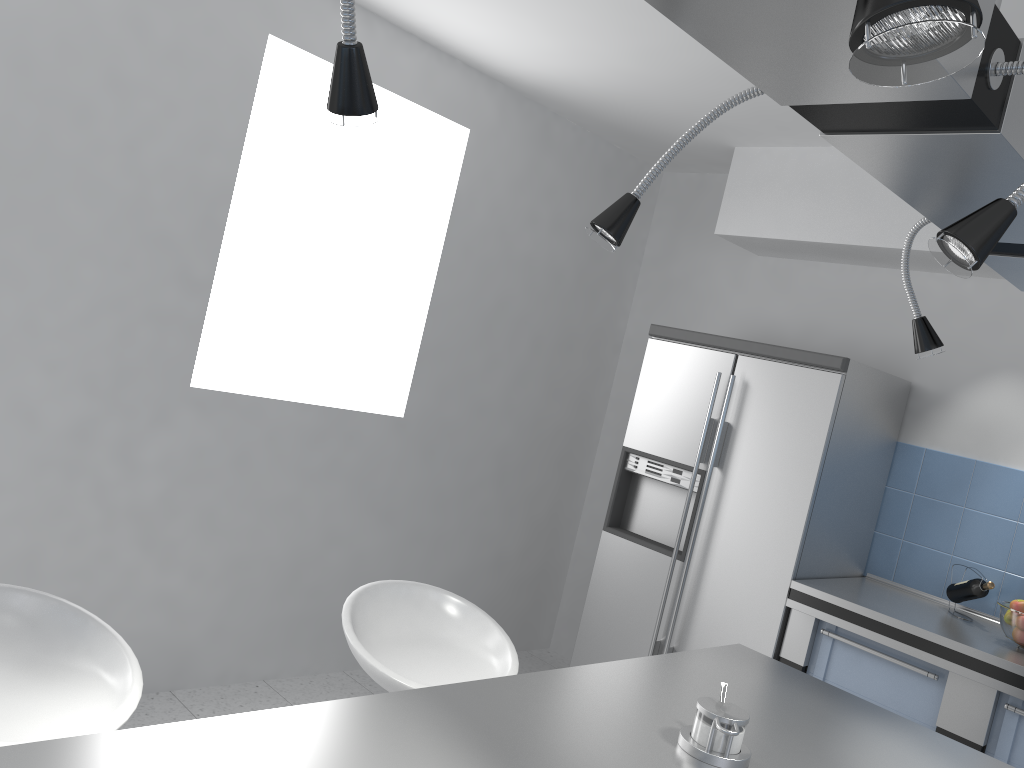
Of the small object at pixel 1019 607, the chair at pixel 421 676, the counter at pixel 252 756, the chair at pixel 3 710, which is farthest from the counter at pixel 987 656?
the chair at pixel 3 710

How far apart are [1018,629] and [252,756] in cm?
278

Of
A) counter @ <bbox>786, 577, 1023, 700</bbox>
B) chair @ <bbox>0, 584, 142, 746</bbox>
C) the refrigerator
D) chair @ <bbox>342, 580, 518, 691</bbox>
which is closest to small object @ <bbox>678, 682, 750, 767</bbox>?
chair @ <bbox>342, 580, 518, 691</bbox>

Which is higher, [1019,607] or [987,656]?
[1019,607]

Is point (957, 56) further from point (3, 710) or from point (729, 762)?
point (3, 710)

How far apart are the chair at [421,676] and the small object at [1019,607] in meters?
1.9

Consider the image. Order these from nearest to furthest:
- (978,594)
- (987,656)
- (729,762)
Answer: (729,762)
(987,656)
(978,594)

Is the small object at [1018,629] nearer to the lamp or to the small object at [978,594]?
the small object at [978,594]

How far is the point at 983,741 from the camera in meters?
2.9 m

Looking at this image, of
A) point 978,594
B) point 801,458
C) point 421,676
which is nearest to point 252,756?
point 421,676
